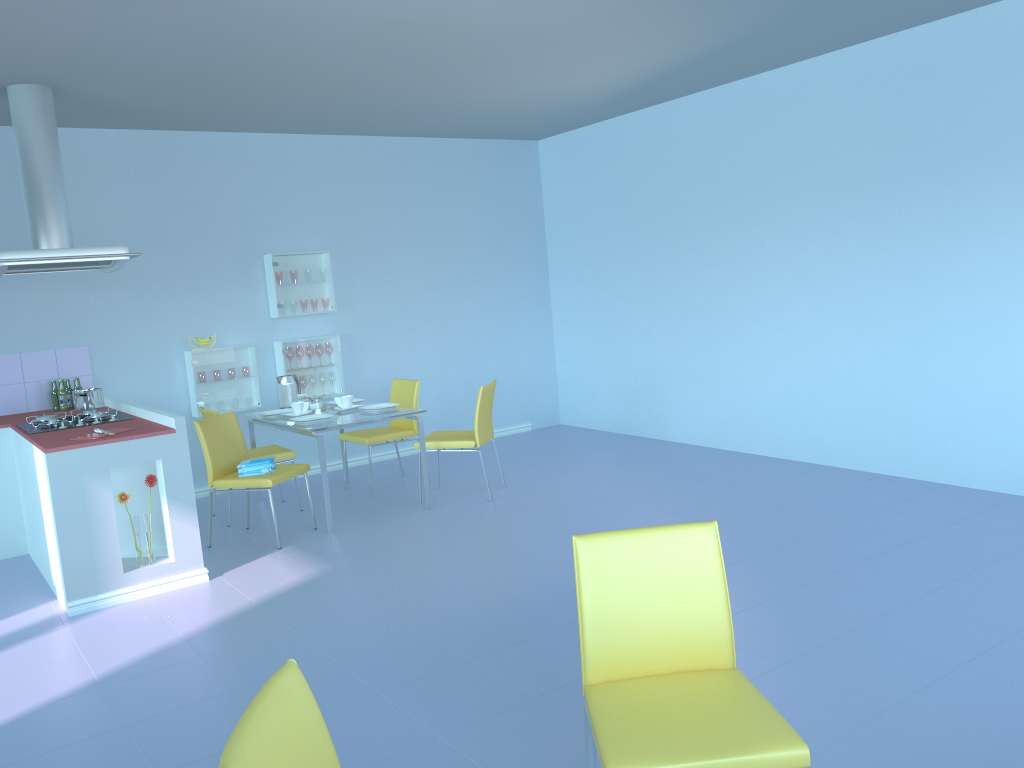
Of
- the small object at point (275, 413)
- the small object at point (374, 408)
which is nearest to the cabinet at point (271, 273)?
the small object at point (275, 413)

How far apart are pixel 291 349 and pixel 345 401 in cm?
102

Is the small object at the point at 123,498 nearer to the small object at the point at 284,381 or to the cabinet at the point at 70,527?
the cabinet at the point at 70,527

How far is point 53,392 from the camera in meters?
5.4

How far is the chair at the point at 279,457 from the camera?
5.4m

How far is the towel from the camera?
4.8m

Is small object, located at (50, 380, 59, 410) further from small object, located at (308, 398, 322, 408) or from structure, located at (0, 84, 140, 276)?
small object, located at (308, 398, 322, 408)

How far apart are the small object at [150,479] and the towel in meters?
0.7 m

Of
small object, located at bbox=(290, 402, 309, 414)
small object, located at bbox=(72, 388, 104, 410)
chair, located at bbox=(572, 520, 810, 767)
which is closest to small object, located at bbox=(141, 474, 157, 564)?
small object, located at bbox=(72, 388, 104, 410)

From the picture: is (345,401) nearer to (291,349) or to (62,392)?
(291,349)
